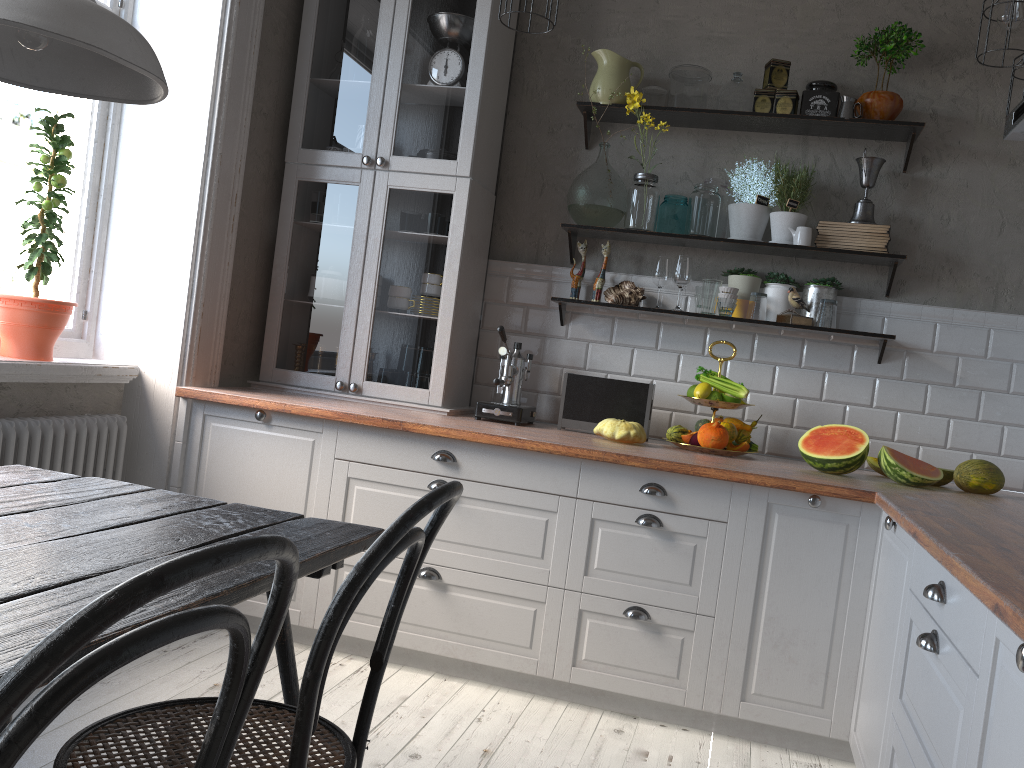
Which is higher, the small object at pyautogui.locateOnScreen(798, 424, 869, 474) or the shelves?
the shelves

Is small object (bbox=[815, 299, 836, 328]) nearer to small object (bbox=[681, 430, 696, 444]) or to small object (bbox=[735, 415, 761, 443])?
small object (bbox=[735, 415, 761, 443])

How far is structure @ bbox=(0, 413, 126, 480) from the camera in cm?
277

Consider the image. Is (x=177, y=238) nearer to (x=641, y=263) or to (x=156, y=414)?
(x=156, y=414)

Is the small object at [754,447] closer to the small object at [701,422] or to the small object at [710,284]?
the small object at [701,422]

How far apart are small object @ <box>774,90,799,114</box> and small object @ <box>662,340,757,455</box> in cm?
115

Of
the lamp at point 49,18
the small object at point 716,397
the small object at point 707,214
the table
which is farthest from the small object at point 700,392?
the lamp at point 49,18

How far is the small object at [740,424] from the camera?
3.27m

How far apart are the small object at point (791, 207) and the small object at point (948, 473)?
1.01m

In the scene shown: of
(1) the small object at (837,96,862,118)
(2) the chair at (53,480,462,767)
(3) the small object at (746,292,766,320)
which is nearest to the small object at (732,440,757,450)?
(3) the small object at (746,292,766,320)
